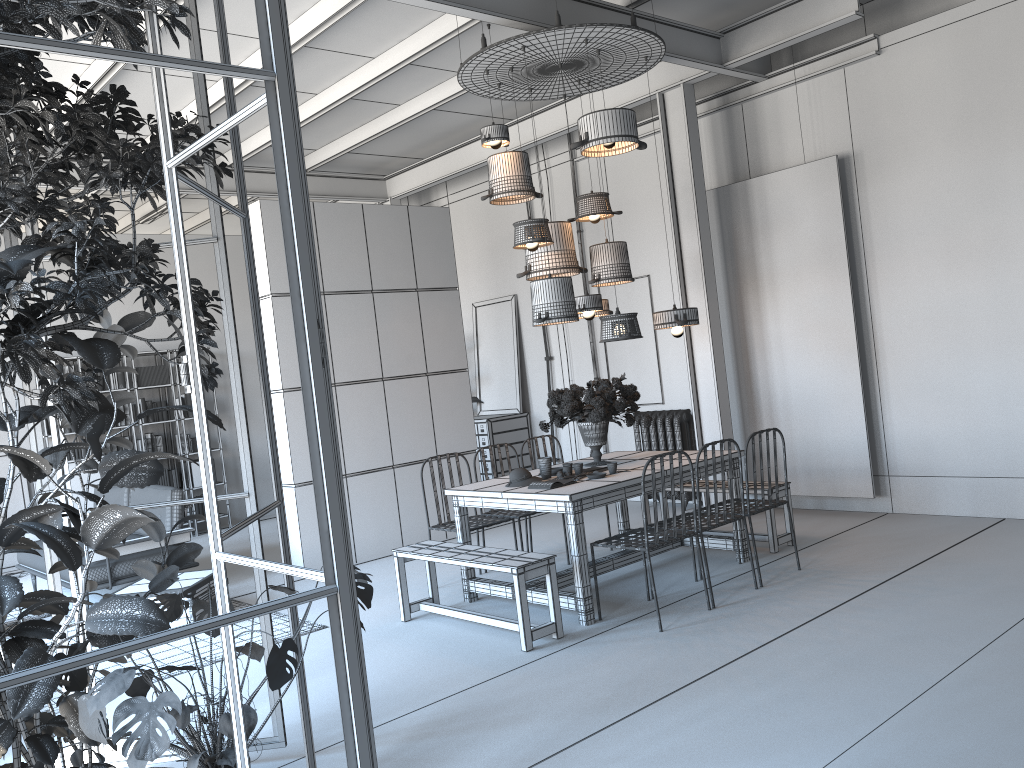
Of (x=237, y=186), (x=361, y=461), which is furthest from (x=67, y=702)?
(x=361, y=461)

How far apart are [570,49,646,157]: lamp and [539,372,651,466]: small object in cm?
160

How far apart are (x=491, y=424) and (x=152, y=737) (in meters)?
7.84

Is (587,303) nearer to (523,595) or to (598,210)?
(598,210)

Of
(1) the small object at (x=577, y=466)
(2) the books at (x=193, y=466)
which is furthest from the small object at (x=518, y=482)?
(2) the books at (x=193, y=466)

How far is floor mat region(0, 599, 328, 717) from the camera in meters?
5.5

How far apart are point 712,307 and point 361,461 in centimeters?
343cm

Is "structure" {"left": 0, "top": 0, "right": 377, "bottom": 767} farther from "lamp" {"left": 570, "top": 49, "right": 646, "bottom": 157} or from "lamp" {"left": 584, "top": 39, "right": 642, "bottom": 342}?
"lamp" {"left": 570, "top": 49, "right": 646, "bottom": 157}

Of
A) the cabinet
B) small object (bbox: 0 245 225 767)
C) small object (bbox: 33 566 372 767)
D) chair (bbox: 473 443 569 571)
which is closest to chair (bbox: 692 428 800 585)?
chair (bbox: 473 443 569 571)

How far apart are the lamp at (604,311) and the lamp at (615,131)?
1.2m
